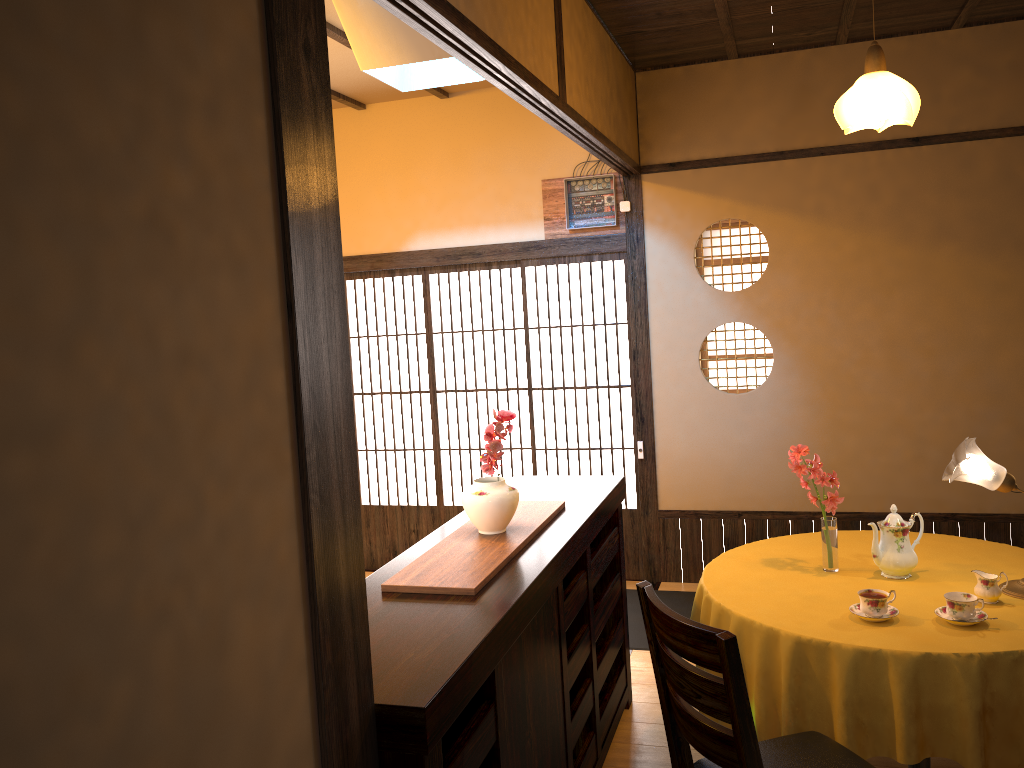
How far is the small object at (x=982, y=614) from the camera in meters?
2.7 m

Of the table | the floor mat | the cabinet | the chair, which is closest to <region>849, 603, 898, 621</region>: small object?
the table

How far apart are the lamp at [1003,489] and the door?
1.7m

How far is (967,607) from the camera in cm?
262

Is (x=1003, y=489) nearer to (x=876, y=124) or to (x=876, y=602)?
(x=876, y=602)

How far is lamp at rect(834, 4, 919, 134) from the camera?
3.0 meters

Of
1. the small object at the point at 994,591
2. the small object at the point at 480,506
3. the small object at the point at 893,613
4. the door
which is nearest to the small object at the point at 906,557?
the small object at the point at 994,591

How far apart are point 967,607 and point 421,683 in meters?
1.7 m

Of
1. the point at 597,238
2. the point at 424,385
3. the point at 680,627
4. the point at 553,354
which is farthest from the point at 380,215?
the point at 680,627

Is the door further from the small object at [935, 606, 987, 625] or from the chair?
the chair
